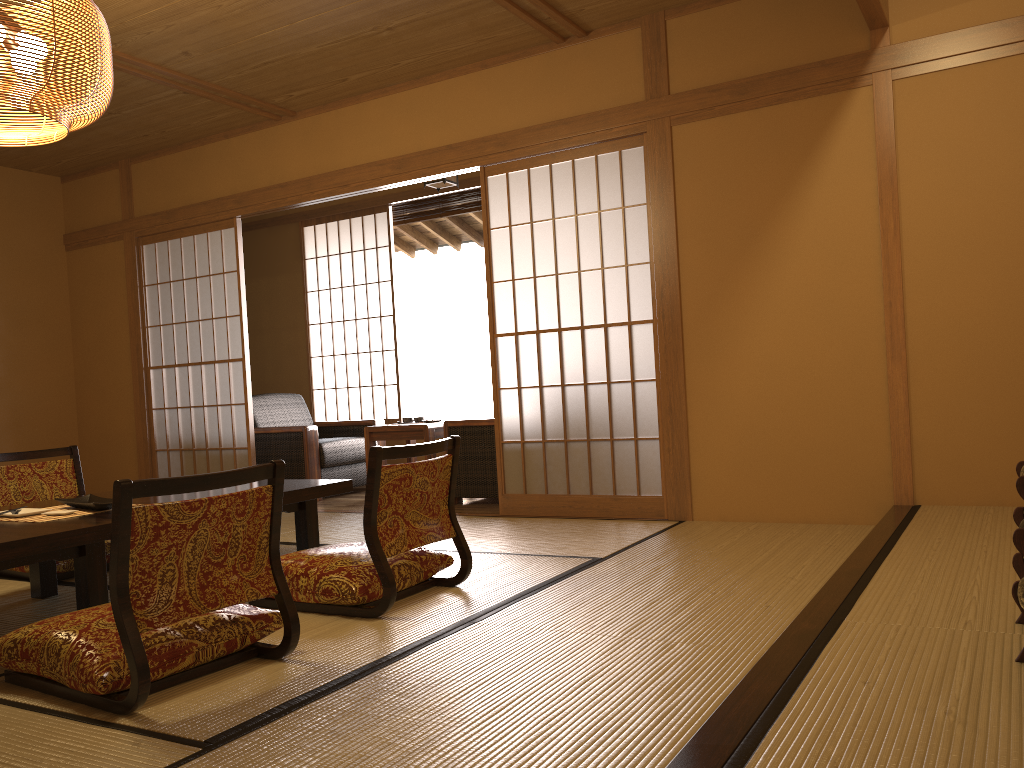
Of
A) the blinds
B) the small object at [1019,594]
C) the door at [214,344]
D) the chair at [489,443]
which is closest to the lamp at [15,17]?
the door at [214,344]

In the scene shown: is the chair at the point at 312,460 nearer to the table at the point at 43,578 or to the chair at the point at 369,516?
the table at the point at 43,578

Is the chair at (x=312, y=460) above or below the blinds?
below

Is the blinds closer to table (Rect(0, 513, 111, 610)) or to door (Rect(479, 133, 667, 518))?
door (Rect(479, 133, 667, 518))

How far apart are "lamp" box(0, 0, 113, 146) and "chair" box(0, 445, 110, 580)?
1.6m

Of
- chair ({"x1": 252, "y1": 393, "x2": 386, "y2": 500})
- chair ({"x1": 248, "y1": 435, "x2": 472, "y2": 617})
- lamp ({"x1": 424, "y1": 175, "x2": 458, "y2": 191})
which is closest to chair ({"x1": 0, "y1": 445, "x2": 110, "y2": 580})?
chair ({"x1": 248, "y1": 435, "x2": 472, "y2": 617})

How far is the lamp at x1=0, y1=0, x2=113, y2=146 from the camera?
2.7 meters

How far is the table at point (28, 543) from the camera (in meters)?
2.52

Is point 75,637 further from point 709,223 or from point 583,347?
point 709,223

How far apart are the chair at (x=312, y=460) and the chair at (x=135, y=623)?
3.6 meters
